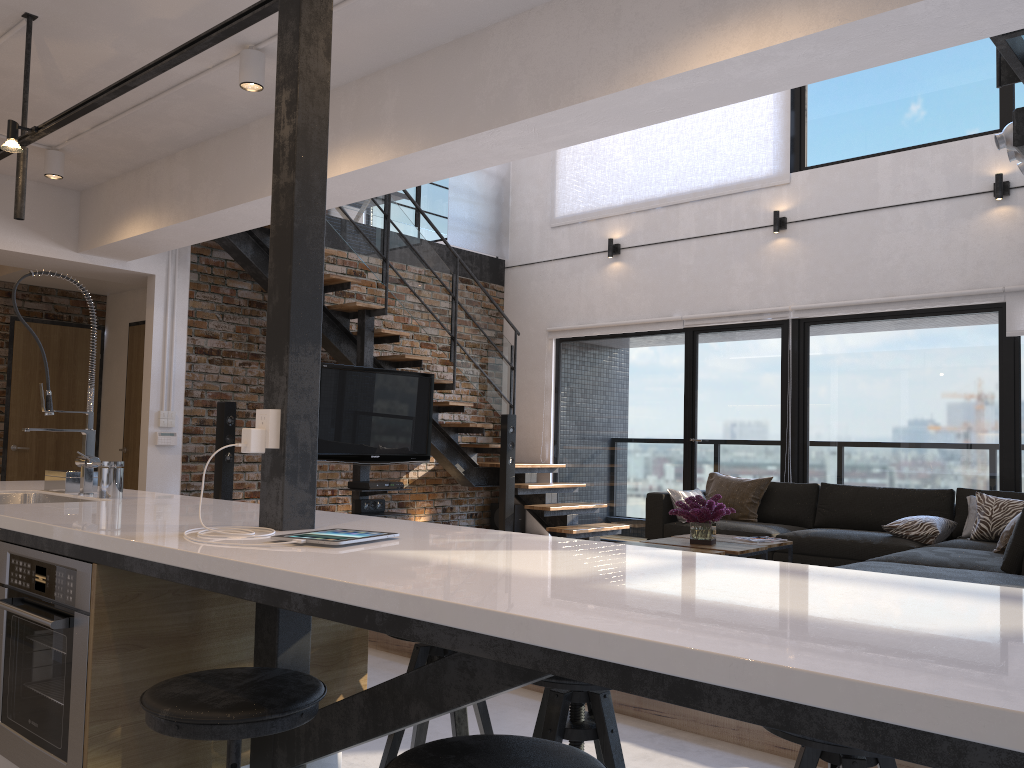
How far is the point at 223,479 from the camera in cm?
669

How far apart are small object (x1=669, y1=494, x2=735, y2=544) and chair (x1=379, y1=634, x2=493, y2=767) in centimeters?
290cm

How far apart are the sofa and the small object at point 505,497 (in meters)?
1.60

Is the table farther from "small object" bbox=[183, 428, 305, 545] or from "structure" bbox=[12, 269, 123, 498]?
"small object" bbox=[183, 428, 305, 545]

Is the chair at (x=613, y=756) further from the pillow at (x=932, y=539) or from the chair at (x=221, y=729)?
the pillow at (x=932, y=539)

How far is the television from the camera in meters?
6.8

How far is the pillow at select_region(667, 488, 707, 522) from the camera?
6.8 meters

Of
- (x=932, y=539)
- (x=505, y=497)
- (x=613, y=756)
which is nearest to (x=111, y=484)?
(x=613, y=756)

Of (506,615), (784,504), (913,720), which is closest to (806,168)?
(784,504)

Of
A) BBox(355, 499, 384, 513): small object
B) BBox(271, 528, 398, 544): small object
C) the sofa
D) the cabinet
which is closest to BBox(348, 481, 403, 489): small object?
BBox(355, 499, 384, 513): small object
